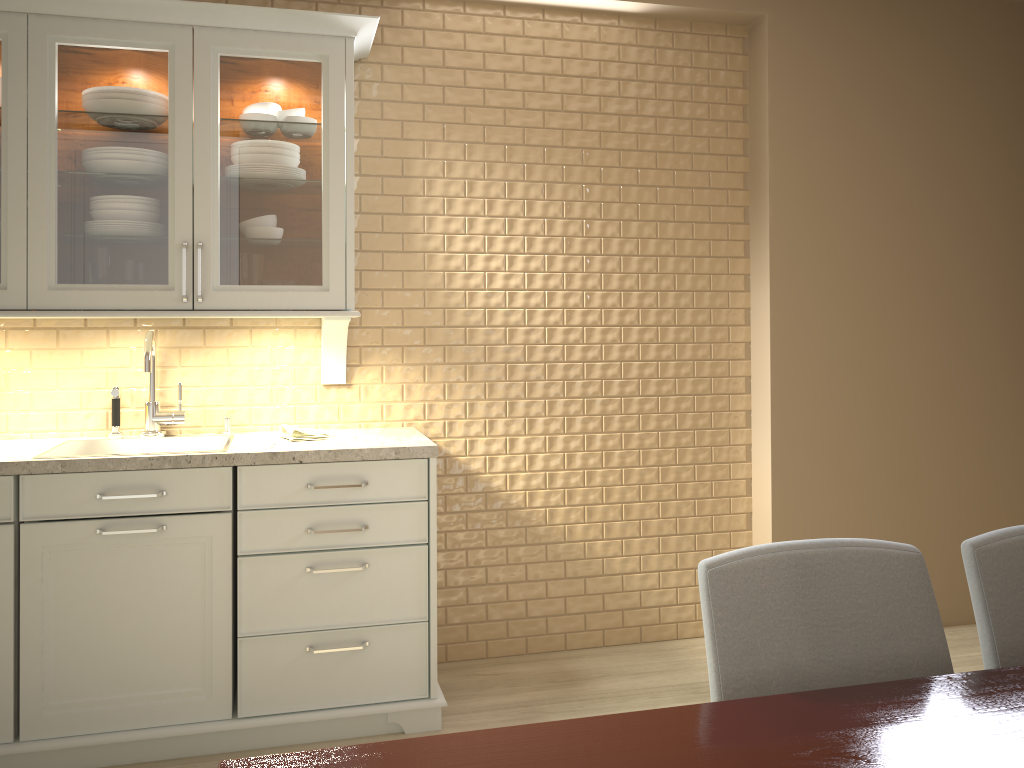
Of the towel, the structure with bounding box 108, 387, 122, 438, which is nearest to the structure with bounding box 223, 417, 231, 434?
the towel

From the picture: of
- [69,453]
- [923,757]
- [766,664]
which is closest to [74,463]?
[69,453]

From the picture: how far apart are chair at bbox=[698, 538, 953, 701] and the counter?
1.36m

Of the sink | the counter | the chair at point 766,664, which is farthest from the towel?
the chair at point 766,664

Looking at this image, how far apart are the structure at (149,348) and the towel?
0.32m

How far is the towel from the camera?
2.7 meters

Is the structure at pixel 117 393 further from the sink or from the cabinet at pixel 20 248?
the cabinet at pixel 20 248

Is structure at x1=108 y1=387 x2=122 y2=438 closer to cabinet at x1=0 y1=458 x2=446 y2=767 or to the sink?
the sink

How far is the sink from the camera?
2.69m

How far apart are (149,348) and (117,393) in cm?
23
